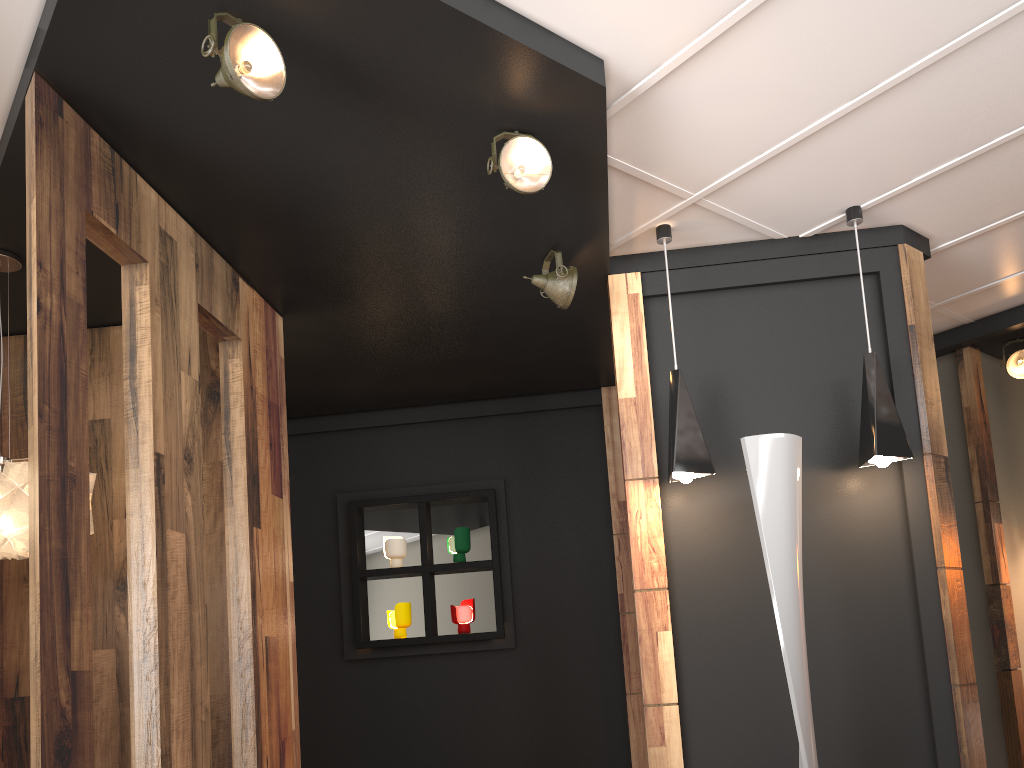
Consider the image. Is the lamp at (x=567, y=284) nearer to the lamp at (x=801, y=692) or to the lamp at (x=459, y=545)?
the lamp at (x=801, y=692)

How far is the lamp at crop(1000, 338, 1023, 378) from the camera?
5.45m

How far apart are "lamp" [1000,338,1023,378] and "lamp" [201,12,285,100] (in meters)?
4.84

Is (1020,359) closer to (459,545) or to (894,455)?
(894,455)

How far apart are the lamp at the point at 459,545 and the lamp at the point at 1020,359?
3.6m

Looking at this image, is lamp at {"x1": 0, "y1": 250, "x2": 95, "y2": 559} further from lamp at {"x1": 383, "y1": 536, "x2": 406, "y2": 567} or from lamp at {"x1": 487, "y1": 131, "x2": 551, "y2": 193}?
lamp at {"x1": 383, "y1": 536, "x2": 406, "y2": 567}

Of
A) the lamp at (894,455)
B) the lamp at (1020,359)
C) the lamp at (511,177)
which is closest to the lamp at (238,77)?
the lamp at (511,177)

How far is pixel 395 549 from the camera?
5.7m

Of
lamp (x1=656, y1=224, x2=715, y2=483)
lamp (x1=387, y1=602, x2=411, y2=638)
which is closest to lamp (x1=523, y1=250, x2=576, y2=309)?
lamp (x1=656, y1=224, x2=715, y2=483)

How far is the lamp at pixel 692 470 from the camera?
3.7 meters
